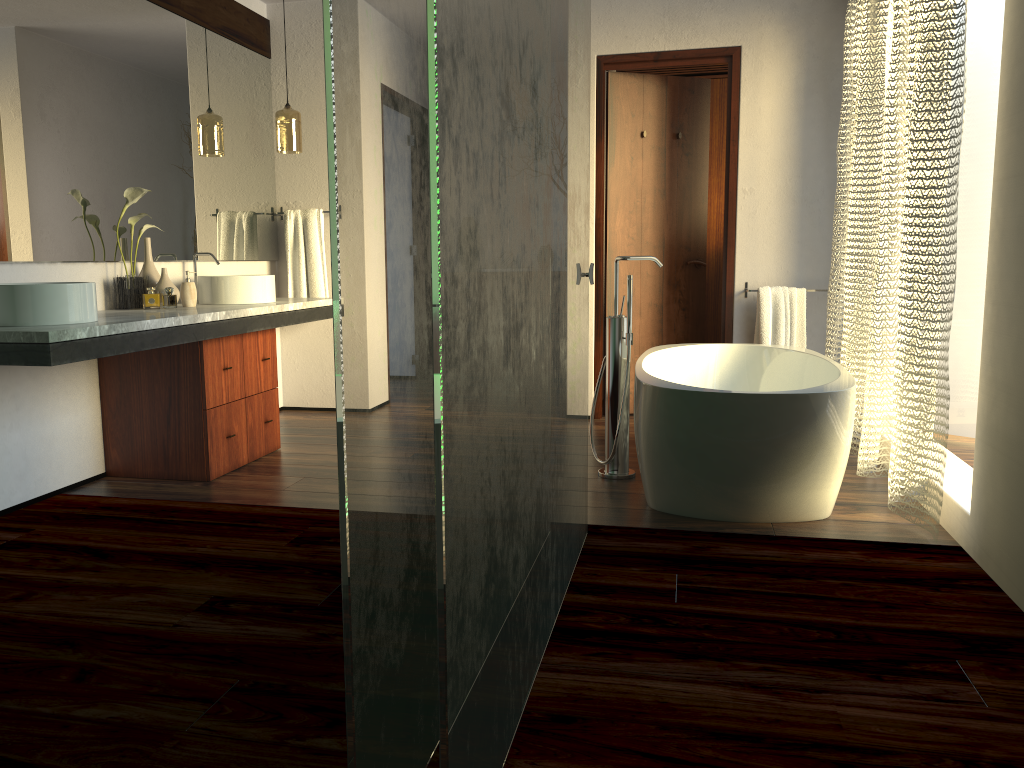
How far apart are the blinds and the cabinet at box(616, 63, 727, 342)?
1.5 meters

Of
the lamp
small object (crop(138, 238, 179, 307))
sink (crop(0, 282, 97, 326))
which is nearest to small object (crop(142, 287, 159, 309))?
small object (crop(138, 238, 179, 307))

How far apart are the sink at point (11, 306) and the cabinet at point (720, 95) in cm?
419

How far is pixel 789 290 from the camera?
4.6m

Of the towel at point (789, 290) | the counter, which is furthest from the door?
the counter

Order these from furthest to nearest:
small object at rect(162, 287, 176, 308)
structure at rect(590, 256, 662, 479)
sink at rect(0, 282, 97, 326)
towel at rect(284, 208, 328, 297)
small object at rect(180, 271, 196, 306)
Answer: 1. small object at rect(162, 287, 176, 308)
2. towel at rect(284, 208, 328, 297)
3. small object at rect(180, 271, 196, 306)
4. structure at rect(590, 256, 662, 479)
5. sink at rect(0, 282, 97, 326)

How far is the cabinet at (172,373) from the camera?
3.5 meters

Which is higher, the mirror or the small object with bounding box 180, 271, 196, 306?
the mirror

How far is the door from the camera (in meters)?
4.74

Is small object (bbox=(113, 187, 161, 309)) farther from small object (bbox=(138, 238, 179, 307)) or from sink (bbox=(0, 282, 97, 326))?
sink (bbox=(0, 282, 97, 326))
